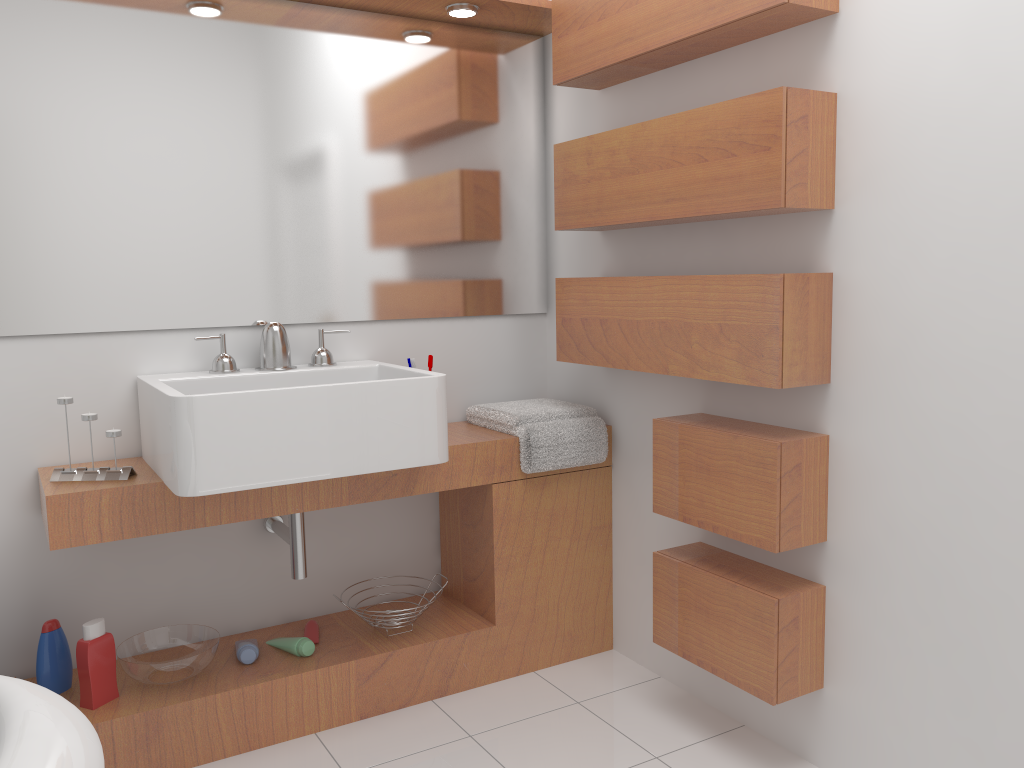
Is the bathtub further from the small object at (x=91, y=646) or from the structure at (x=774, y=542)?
the structure at (x=774, y=542)

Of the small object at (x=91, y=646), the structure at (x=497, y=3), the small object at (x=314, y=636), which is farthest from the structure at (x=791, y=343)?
the small object at (x=91, y=646)

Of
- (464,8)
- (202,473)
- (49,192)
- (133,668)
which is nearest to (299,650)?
(133,668)

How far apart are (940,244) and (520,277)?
1.4m

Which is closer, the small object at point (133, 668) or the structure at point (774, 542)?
the structure at point (774, 542)

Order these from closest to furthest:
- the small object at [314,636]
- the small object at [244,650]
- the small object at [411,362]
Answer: the small object at [244,650], the small object at [314,636], the small object at [411,362]

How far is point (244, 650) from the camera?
2.31m

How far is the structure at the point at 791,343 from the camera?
1.9 meters

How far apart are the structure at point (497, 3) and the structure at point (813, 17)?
0.1 meters

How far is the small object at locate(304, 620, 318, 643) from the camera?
2.5 meters
